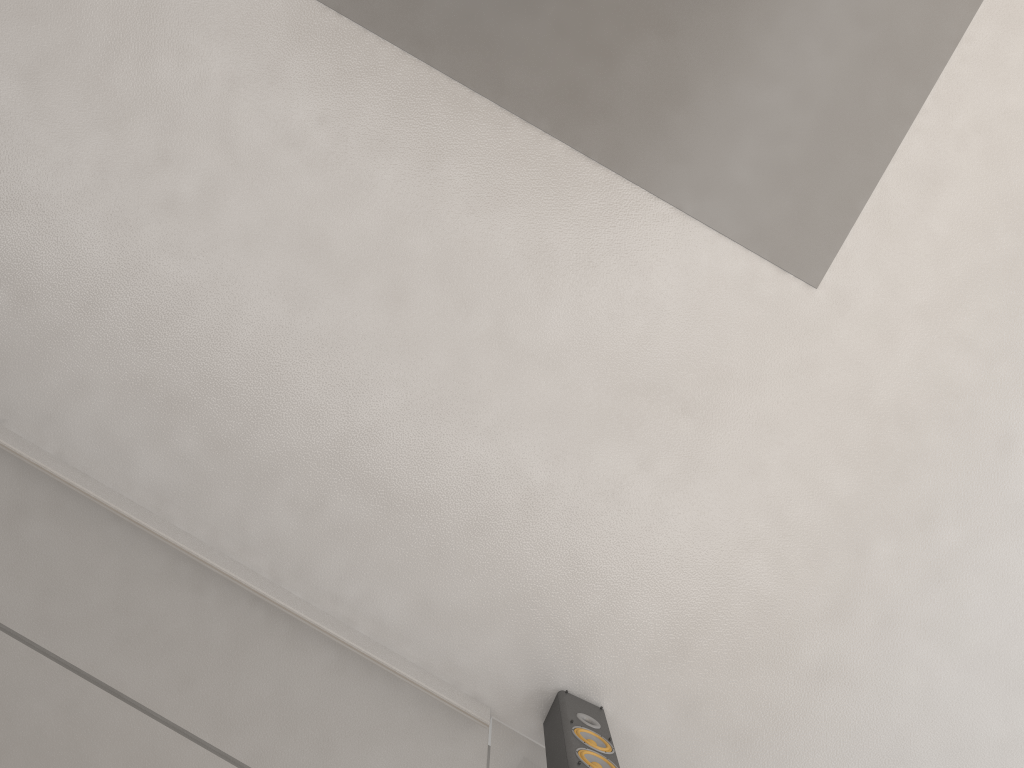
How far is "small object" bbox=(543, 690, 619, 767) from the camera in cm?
221

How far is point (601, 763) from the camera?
2.2m

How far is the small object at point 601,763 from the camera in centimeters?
221cm
